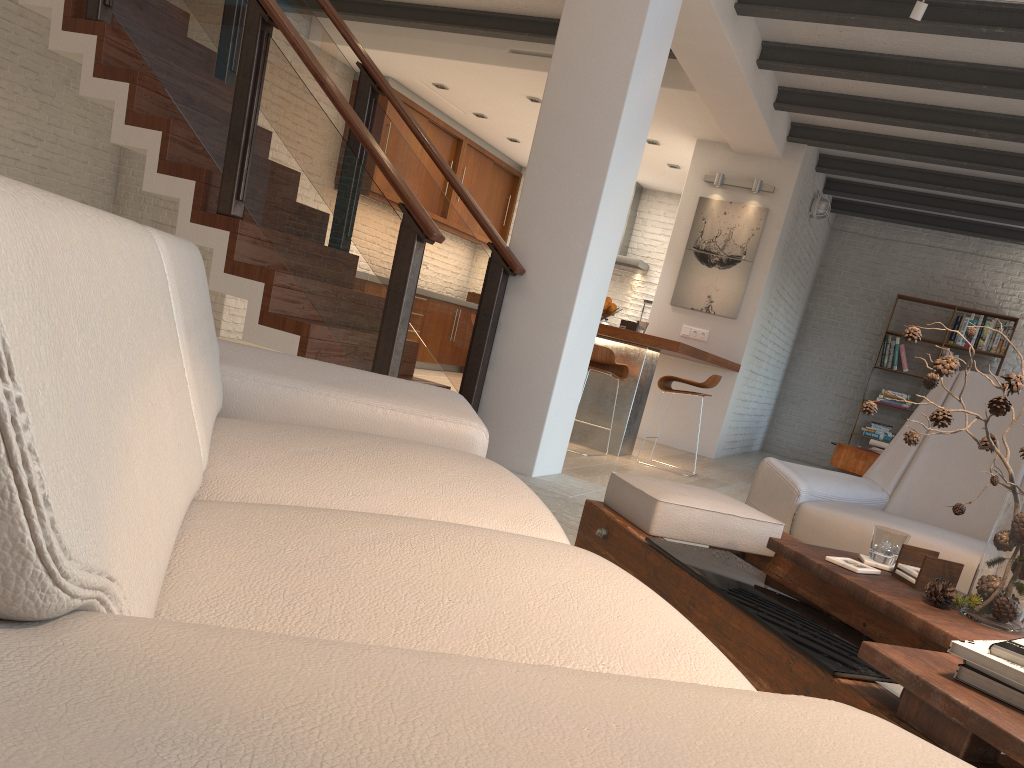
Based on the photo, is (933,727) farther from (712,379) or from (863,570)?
(712,379)

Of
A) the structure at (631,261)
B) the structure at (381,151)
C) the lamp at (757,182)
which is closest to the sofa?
the structure at (381,151)

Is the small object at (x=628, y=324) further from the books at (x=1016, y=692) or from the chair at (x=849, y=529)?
the books at (x=1016, y=692)

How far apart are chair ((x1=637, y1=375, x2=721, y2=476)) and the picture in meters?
2.0 m

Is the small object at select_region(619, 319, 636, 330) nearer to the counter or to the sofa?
the counter

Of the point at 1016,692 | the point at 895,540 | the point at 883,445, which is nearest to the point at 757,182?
the point at 883,445

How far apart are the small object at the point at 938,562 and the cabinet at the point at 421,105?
8.3 meters

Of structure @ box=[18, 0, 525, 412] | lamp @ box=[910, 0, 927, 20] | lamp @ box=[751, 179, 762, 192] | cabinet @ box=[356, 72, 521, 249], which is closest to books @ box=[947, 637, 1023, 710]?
structure @ box=[18, 0, 525, 412]

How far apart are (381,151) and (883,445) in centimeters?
564cm

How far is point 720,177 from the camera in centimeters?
844cm
